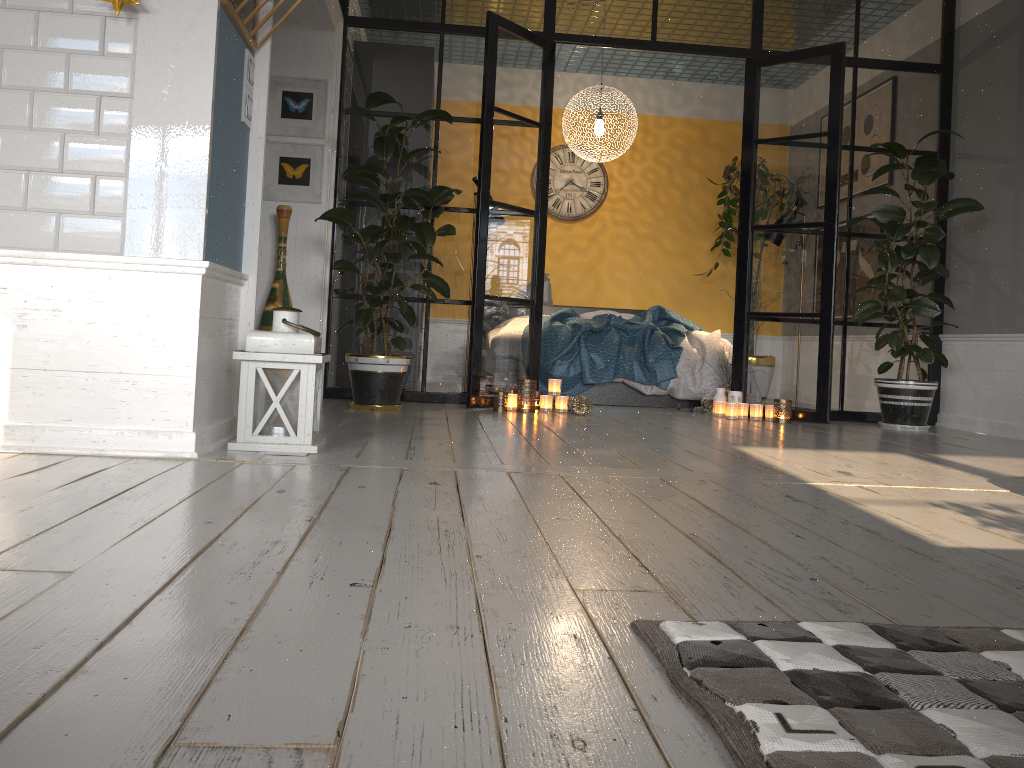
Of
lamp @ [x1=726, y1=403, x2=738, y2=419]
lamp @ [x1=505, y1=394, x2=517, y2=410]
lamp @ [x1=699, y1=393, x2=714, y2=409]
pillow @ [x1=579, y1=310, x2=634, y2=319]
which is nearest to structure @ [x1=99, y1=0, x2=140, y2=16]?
lamp @ [x1=505, y1=394, x2=517, y2=410]

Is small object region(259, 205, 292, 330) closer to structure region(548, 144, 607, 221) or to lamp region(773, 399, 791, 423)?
lamp region(773, 399, 791, 423)

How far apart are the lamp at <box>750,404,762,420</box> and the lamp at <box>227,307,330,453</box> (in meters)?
3.12

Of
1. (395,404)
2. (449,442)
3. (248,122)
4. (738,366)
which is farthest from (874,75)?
(248,122)

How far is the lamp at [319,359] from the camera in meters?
2.9 m

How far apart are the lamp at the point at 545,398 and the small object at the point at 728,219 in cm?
329

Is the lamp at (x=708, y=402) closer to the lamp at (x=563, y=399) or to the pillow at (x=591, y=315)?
the lamp at (x=563, y=399)

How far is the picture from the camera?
5.2m

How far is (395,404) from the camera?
4.8m

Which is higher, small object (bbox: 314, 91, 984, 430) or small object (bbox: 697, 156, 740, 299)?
small object (bbox: 697, 156, 740, 299)
